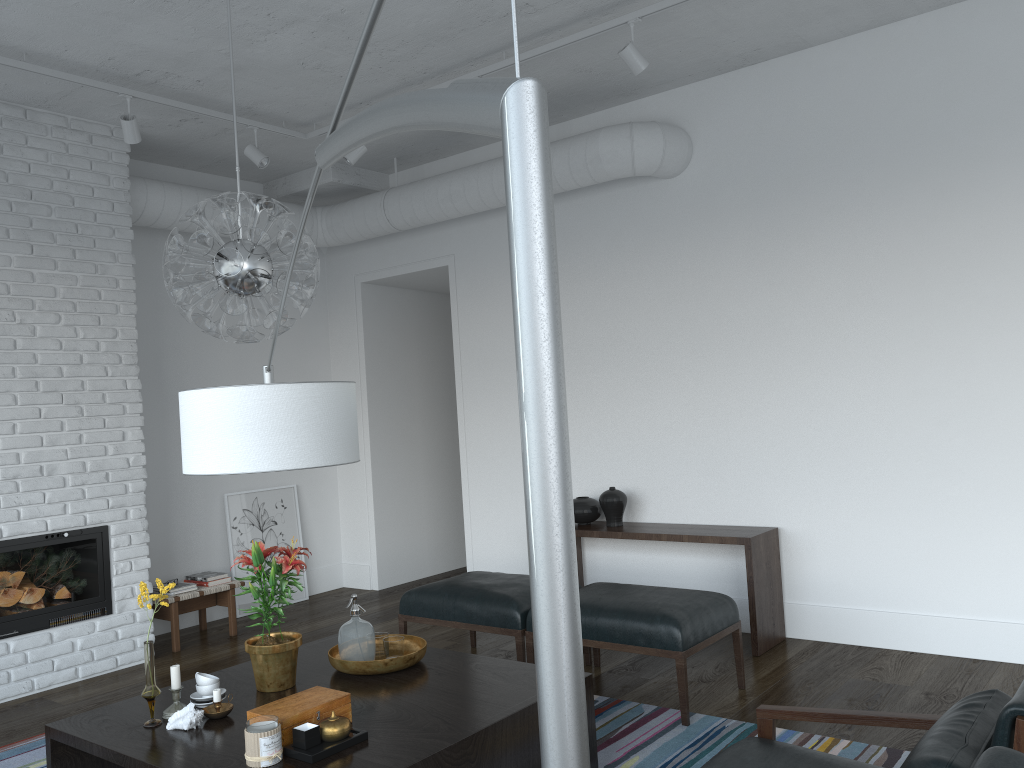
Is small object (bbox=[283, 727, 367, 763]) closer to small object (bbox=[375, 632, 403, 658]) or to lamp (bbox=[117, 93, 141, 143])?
small object (bbox=[375, 632, 403, 658])

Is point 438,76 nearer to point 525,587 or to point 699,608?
point 525,587

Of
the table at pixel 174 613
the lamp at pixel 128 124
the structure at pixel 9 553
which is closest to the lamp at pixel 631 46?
the lamp at pixel 128 124

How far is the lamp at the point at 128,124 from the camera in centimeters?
461cm

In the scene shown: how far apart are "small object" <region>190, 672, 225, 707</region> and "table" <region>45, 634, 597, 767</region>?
0.1 meters

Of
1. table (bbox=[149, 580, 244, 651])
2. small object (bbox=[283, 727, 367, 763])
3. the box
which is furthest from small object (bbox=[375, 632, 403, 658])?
table (bbox=[149, 580, 244, 651])

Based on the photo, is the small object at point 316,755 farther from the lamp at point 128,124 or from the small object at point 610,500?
the lamp at point 128,124

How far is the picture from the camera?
6.42m

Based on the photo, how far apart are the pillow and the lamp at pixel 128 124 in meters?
4.5

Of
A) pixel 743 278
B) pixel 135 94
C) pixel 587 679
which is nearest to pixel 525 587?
pixel 587 679
